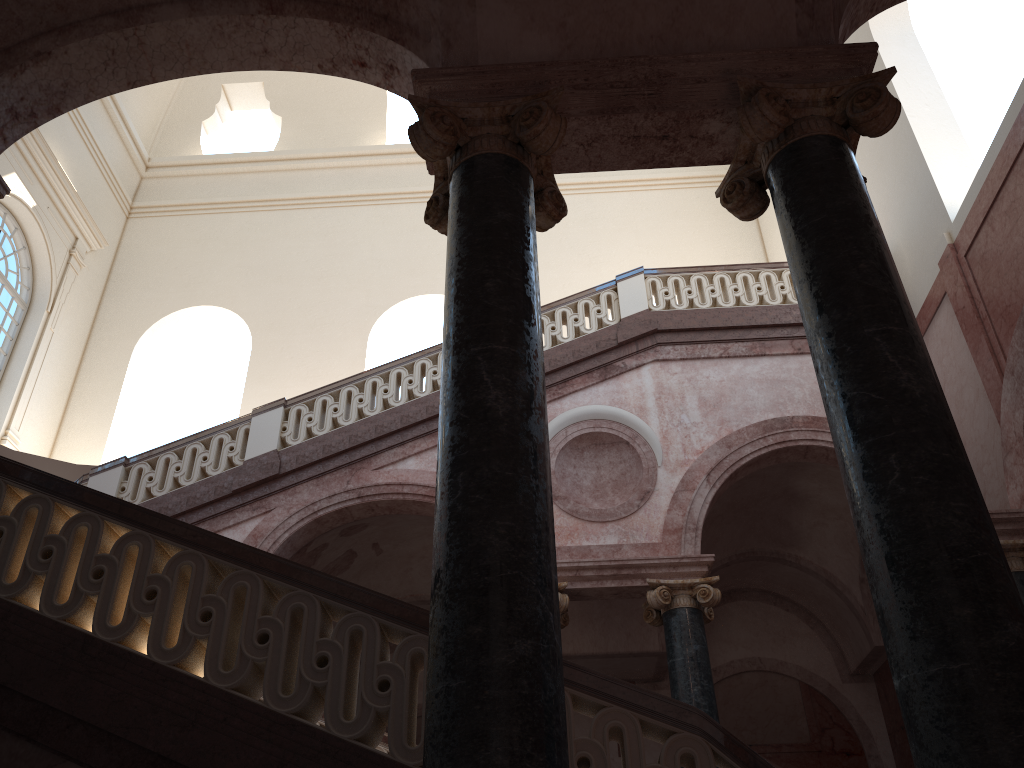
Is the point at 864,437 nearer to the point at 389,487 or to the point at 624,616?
the point at 389,487

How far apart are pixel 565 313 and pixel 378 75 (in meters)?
6.04
